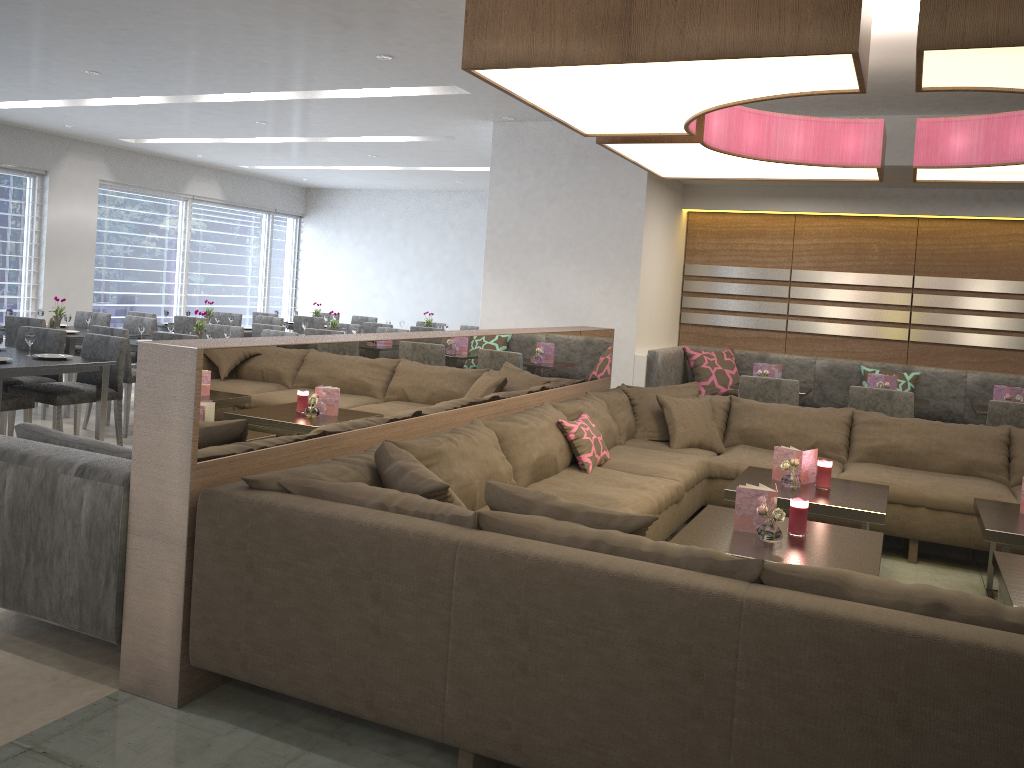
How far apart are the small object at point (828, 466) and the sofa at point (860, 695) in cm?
55

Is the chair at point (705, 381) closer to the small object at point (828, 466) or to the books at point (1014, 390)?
the books at point (1014, 390)

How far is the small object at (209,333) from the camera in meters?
6.5 m

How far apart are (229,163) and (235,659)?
9.15m

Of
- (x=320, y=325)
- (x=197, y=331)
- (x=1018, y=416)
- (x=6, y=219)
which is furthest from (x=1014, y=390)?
(x=6, y=219)

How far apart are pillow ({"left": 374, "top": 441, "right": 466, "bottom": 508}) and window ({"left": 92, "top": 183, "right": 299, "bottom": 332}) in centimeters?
844cm

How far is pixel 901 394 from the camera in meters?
5.5 m

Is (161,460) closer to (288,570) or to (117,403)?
(288,570)

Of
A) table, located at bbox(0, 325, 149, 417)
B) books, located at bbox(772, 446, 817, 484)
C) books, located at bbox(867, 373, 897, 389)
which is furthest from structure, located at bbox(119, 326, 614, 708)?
table, located at bbox(0, 325, 149, 417)

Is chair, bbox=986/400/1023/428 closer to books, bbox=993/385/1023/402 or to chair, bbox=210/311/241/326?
books, bbox=993/385/1023/402
